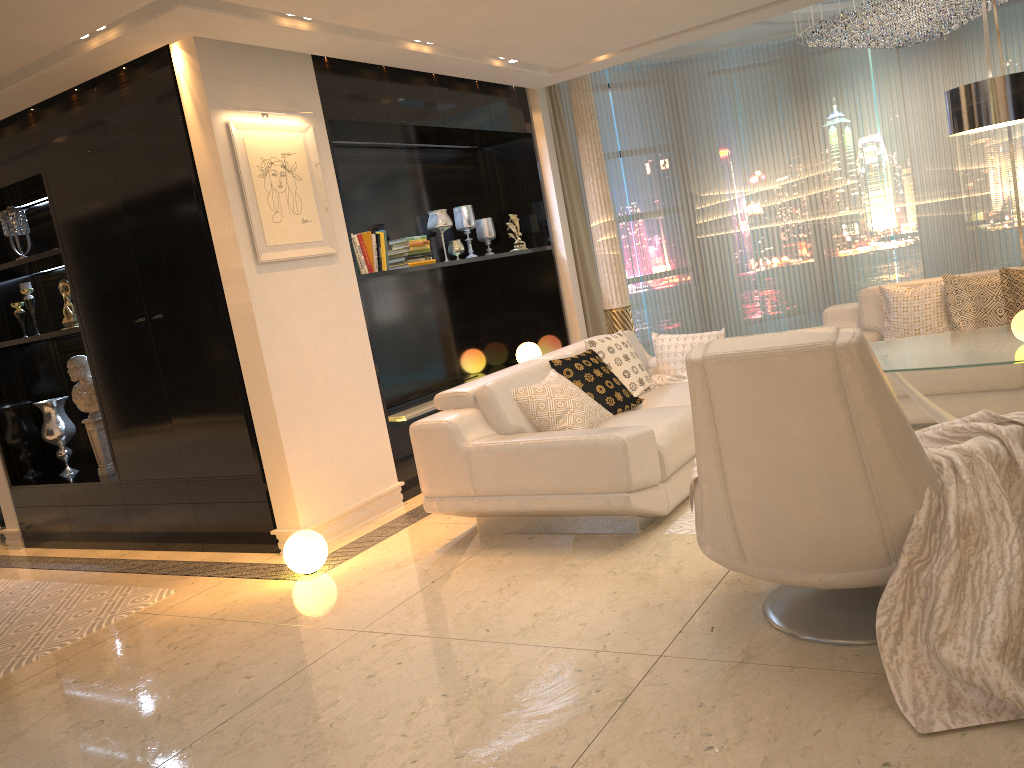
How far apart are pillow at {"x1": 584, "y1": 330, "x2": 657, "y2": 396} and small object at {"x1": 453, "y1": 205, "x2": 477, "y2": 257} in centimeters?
193cm

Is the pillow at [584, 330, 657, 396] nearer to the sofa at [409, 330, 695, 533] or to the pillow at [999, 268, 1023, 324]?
the sofa at [409, 330, 695, 533]

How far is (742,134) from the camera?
9.0m

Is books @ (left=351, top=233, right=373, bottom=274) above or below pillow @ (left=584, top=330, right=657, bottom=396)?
above

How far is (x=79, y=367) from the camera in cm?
564

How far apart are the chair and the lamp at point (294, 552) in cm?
212

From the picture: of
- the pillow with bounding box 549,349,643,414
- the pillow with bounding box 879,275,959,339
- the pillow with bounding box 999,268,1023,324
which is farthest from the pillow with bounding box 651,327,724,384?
the pillow with bounding box 999,268,1023,324

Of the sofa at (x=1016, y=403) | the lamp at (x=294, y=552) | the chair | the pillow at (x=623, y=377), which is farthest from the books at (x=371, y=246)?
the chair

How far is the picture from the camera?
4.6 meters

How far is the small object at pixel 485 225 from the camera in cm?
707
